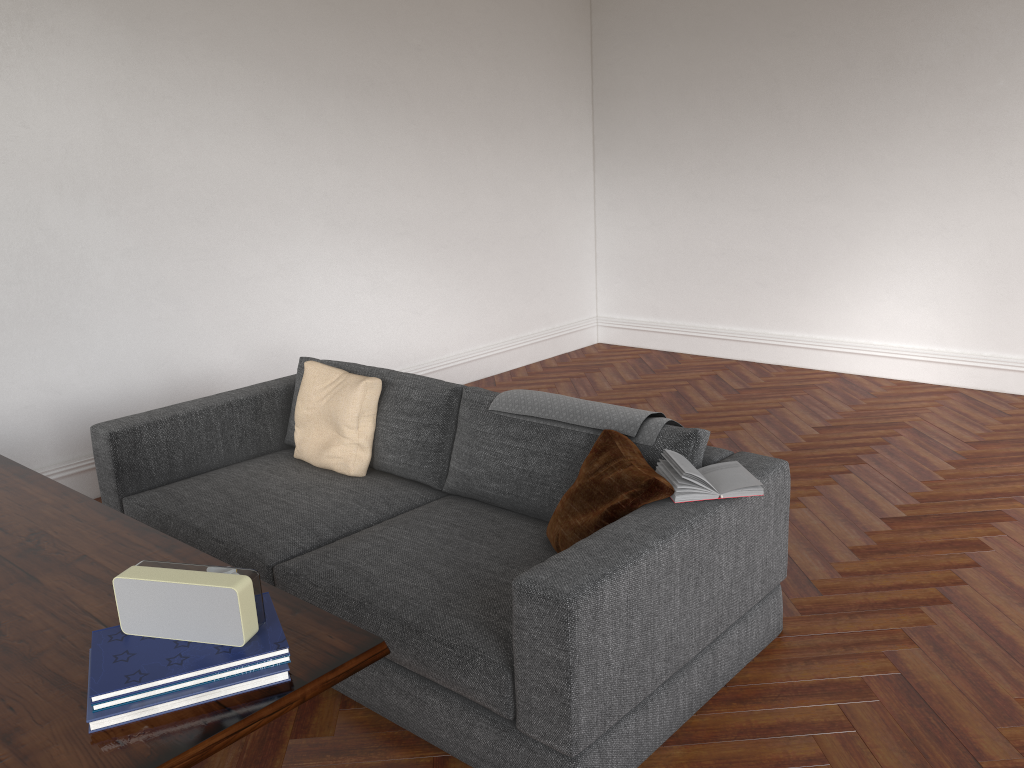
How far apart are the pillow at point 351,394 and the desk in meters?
1.2

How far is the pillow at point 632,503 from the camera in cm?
267

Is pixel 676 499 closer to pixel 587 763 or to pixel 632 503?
pixel 632 503

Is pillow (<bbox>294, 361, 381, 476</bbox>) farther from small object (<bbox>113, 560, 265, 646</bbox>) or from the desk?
small object (<bbox>113, 560, 265, 646</bbox>)

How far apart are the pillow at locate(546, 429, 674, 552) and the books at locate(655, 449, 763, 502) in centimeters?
2cm

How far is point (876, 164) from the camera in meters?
6.2

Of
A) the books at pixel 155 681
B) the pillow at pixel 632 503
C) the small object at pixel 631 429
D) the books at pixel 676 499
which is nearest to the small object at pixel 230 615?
the books at pixel 155 681

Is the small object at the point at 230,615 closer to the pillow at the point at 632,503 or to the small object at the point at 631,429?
Result: the pillow at the point at 632,503

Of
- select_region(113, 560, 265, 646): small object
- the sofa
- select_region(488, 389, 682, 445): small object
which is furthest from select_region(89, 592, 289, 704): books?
select_region(488, 389, 682, 445): small object

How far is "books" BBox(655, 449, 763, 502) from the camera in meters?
2.7
